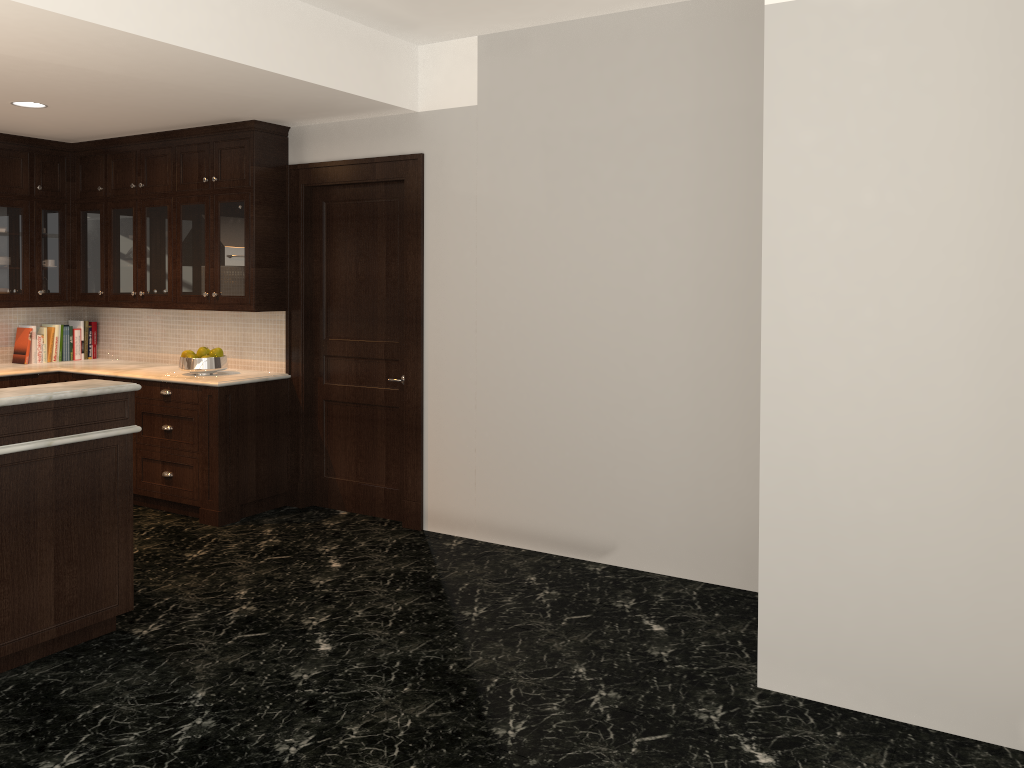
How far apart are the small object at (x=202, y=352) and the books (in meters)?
1.67

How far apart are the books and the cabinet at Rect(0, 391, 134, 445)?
3.38m

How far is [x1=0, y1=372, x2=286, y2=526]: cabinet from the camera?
5.64m

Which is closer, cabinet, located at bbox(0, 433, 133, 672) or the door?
cabinet, located at bbox(0, 433, 133, 672)

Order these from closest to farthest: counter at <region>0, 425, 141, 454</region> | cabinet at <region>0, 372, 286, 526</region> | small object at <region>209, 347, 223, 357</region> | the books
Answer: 1. counter at <region>0, 425, 141, 454</region>
2. cabinet at <region>0, 372, 286, 526</region>
3. small object at <region>209, 347, 223, 357</region>
4. the books

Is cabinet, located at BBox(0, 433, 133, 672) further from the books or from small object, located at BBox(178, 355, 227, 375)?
the books

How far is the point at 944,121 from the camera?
3.0m

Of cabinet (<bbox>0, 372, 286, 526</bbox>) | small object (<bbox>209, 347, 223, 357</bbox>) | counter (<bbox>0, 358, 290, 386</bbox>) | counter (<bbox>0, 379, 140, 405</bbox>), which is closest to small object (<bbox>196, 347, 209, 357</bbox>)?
small object (<bbox>209, 347, 223, 357</bbox>)

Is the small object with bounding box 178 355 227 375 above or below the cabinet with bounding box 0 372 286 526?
above

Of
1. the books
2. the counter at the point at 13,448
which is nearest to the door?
the counter at the point at 13,448
